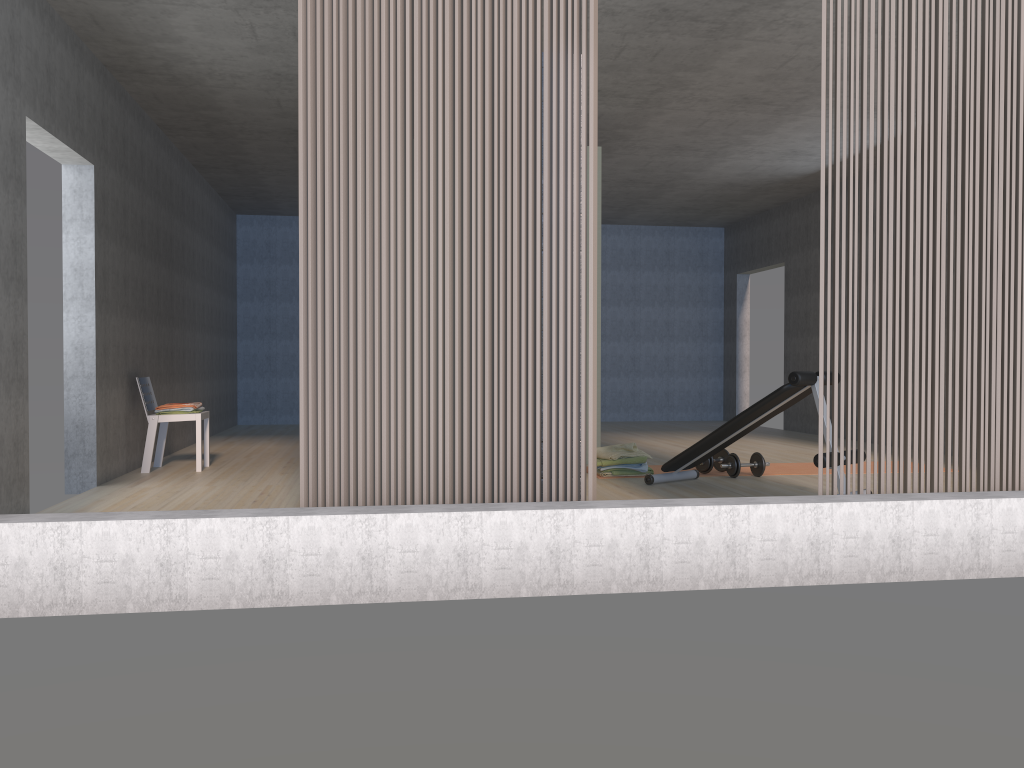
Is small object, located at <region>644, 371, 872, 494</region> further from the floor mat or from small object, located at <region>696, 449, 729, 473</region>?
the floor mat

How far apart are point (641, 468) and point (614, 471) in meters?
0.2 m

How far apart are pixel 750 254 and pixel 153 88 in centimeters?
795cm

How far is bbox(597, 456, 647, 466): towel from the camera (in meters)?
6.17

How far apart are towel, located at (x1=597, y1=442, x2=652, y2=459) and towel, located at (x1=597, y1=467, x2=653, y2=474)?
0.12m

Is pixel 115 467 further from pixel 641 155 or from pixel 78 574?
pixel 641 155

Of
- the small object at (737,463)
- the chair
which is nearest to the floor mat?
the small object at (737,463)

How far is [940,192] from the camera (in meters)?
3.62

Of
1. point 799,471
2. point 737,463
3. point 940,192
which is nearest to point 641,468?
point 737,463

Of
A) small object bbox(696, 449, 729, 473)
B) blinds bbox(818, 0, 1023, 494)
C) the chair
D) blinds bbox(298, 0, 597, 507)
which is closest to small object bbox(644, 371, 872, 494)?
small object bbox(696, 449, 729, 473)
